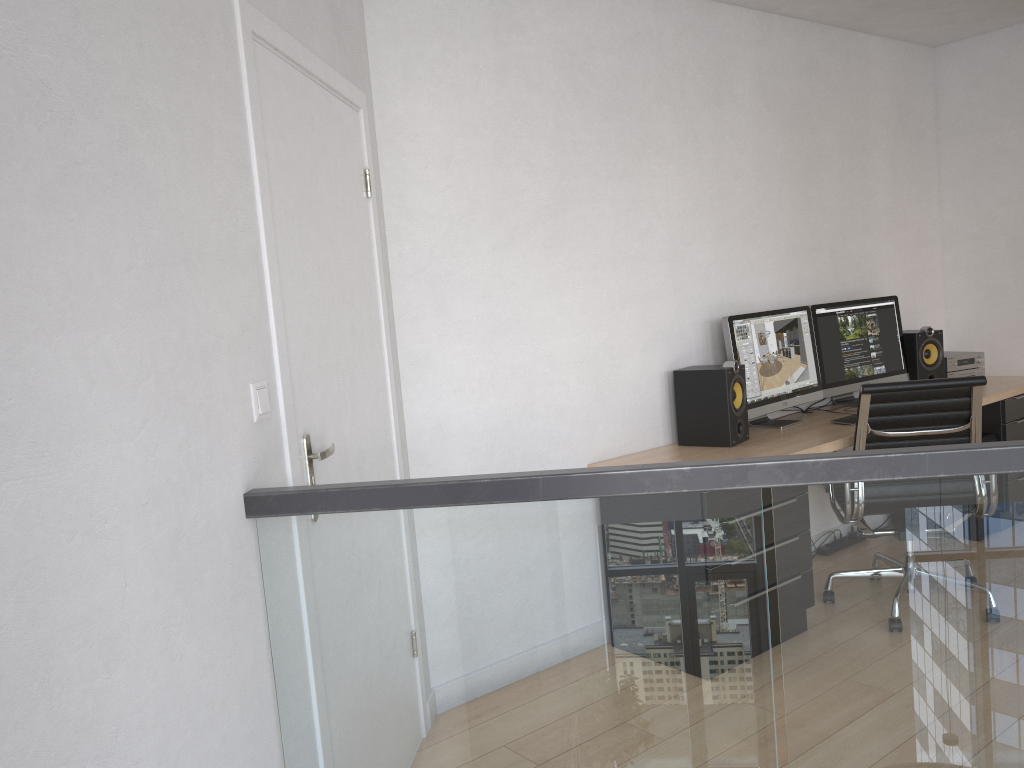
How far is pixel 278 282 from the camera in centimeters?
199cm

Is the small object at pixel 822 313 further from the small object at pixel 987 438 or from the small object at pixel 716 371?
the small object at pixel 716 371

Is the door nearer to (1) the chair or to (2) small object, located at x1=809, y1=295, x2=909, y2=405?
(1) the chair

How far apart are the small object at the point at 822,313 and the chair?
0.84m

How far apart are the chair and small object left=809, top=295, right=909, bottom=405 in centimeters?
84cm

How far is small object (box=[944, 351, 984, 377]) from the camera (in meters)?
4.83

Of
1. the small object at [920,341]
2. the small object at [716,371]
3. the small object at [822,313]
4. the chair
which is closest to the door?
the small object at [716,371]

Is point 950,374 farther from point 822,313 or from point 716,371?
point 716,371

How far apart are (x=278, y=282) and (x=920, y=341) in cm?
384

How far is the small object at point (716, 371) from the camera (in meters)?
3.68
